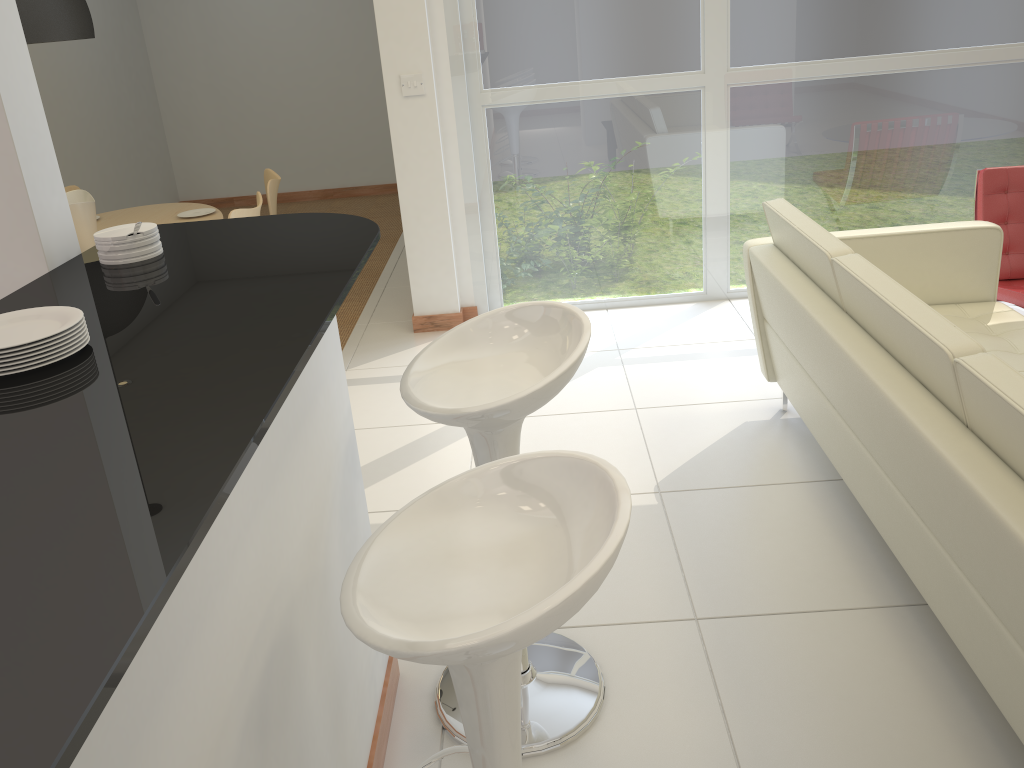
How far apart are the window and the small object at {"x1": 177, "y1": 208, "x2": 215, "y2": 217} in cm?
150

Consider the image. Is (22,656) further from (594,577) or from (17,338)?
(17,338)

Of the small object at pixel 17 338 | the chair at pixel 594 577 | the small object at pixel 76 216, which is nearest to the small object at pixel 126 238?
the small object at pixel 17 338

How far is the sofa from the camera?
1.8m

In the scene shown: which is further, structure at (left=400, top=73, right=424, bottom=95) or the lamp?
structure at (left=400, top=73, right=424, bottom=95)

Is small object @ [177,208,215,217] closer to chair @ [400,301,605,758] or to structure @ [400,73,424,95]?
structure @ [400,73,424,95]

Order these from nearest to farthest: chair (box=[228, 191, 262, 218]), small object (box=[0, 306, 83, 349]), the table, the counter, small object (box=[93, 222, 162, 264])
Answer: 1. the counter
2. small object (box=[0, 306, 83, 349])
3. small object (box=[93, 222, 162, 264])
4. chair (box=[228, 191, 262, 218])
5. the table

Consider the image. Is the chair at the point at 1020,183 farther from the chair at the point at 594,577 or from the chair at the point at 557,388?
the chair at the point at 594,577

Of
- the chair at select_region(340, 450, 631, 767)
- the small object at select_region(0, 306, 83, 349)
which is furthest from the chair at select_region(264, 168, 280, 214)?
the chair at select_region(340, 450, 631, 767)

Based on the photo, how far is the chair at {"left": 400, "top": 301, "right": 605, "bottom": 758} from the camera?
1.9 meters
